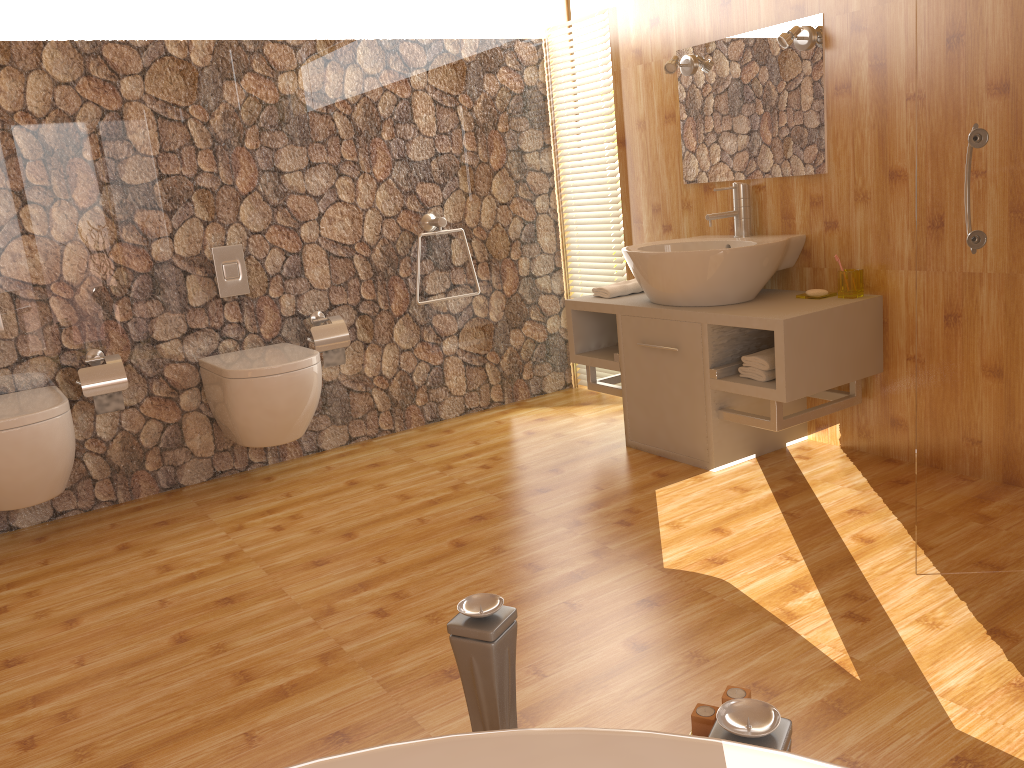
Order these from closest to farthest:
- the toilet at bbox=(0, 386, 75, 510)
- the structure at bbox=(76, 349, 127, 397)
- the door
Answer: the door, the toilet at bbox=(0, 386, 75, 510), the structure at bbox=(76, 349, 127, 397)

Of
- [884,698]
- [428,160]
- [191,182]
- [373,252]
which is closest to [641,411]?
[373,252]

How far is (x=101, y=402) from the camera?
Result: 3.2m

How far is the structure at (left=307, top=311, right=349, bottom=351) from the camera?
3.64m

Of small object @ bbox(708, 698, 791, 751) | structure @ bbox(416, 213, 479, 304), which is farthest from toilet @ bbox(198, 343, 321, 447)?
small object @ bbox(708, 698, 791, 751)

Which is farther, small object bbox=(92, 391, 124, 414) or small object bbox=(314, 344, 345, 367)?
small object bbox=(314, 344, 345, 367)

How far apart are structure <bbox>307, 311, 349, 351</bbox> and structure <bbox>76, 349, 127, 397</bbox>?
0.7 meters

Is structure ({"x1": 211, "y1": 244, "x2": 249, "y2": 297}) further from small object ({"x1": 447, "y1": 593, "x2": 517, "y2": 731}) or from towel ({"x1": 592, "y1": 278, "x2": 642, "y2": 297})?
small object ({"x1": 447, "y1": 593, "x2": 517, "y2": 731})

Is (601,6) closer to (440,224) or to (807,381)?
(440,224)

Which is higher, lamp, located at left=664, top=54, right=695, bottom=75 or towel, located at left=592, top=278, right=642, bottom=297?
lamp, located at left=664, top=54, right=695, bottom=75
